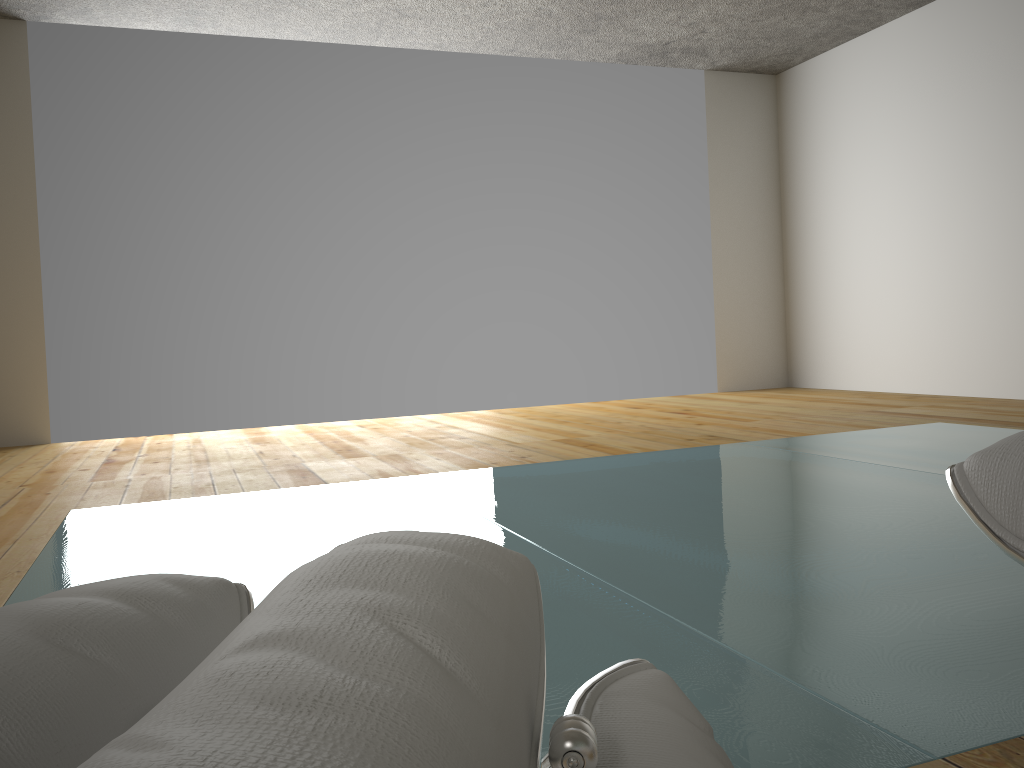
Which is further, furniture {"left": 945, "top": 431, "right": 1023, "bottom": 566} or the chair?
furniture {"left": 945, "top": 431, "right": 1023, "bottom": 566}

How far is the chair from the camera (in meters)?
0.23

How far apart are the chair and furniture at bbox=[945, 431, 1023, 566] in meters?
0.2

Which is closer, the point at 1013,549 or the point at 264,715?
the point at 264,715

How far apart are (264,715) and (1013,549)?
0.41m

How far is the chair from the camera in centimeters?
23cm

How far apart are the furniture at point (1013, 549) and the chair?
0.2 meters

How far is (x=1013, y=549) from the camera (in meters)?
0.47

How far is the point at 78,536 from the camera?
2.43m

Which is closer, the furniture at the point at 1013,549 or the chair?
the chair
